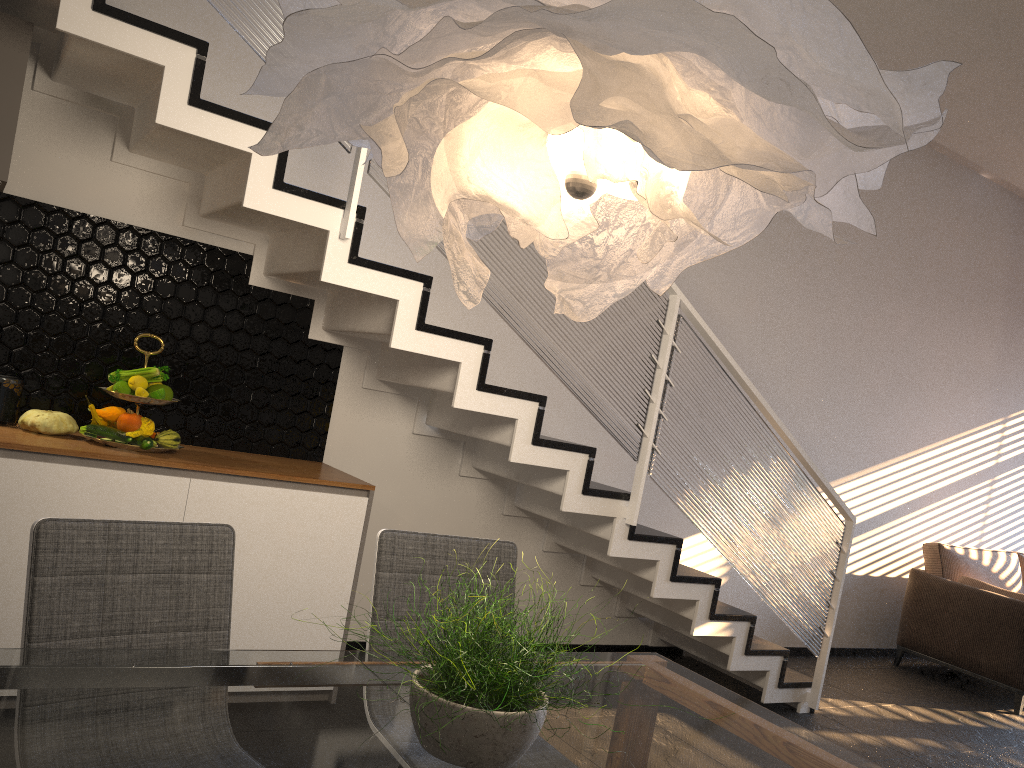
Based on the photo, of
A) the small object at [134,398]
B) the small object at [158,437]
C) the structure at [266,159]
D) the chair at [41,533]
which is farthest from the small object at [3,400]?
A: the chair at [41,533]

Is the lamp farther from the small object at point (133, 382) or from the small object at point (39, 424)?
the small object at point (39, 424)

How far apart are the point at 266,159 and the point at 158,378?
1.0 meters

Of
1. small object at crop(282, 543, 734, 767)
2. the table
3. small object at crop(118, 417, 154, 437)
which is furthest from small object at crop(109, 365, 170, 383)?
small object at crop(282, 543, 734, 767)

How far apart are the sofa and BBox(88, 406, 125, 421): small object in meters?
5.2 m

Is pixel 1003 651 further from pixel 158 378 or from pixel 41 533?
pixel 41 533

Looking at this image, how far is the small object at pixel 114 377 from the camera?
3.2 meters

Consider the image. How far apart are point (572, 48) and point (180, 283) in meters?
2.7 m

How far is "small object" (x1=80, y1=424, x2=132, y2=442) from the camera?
3.1 meters

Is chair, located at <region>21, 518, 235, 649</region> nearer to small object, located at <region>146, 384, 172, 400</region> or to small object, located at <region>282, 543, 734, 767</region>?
small object, located at <region>282, 543, 734, 767</region>
